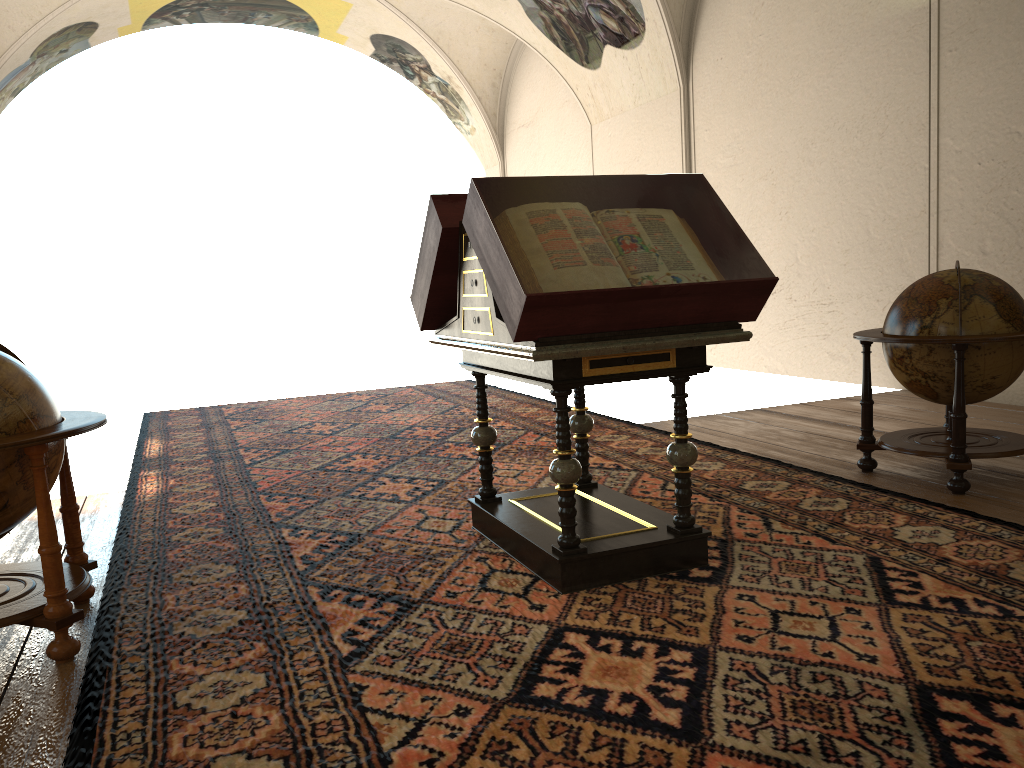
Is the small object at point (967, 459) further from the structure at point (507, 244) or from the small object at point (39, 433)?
the small object at point (39, 433)

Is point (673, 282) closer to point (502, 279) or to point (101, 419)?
point (502, 279)

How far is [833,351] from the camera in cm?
1098

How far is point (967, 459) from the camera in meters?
5.5 m

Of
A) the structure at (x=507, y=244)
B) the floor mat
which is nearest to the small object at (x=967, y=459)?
the floor mat

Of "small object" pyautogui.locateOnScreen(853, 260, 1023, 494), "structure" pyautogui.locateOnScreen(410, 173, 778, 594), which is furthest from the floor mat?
"small object" pyautogui.locateOnScreen(853, 260, 1023, 494)

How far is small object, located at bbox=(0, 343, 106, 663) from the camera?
3.67m

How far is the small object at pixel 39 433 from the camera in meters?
3.7

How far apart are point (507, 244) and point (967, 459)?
3.45m

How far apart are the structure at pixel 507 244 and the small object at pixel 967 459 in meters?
1.9
